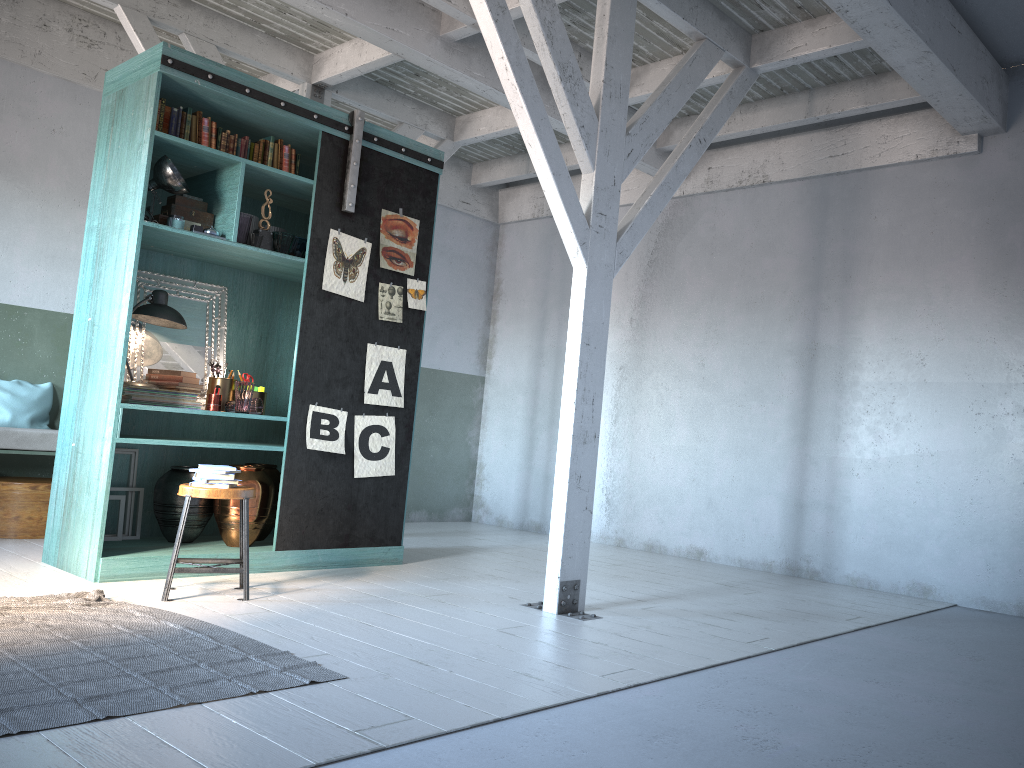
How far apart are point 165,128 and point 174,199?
0.5 meters

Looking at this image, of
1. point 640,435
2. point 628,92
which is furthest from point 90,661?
point 640,435

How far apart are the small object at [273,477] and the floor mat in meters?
1.9 m

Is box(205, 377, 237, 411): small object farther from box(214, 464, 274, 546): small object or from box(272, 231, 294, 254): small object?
box(272, 231, 294, 254): small object

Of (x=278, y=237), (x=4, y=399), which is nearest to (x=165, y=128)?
(x=278, y=237)

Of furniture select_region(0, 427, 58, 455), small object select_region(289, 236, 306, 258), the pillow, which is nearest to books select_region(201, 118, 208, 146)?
small object select_region(289, 236, 306, 258)

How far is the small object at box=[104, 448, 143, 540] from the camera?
6.5 meters

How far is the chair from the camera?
5.33m

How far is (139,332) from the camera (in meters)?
6.58

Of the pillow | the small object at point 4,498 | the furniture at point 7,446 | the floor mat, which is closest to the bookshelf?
the floor mat
